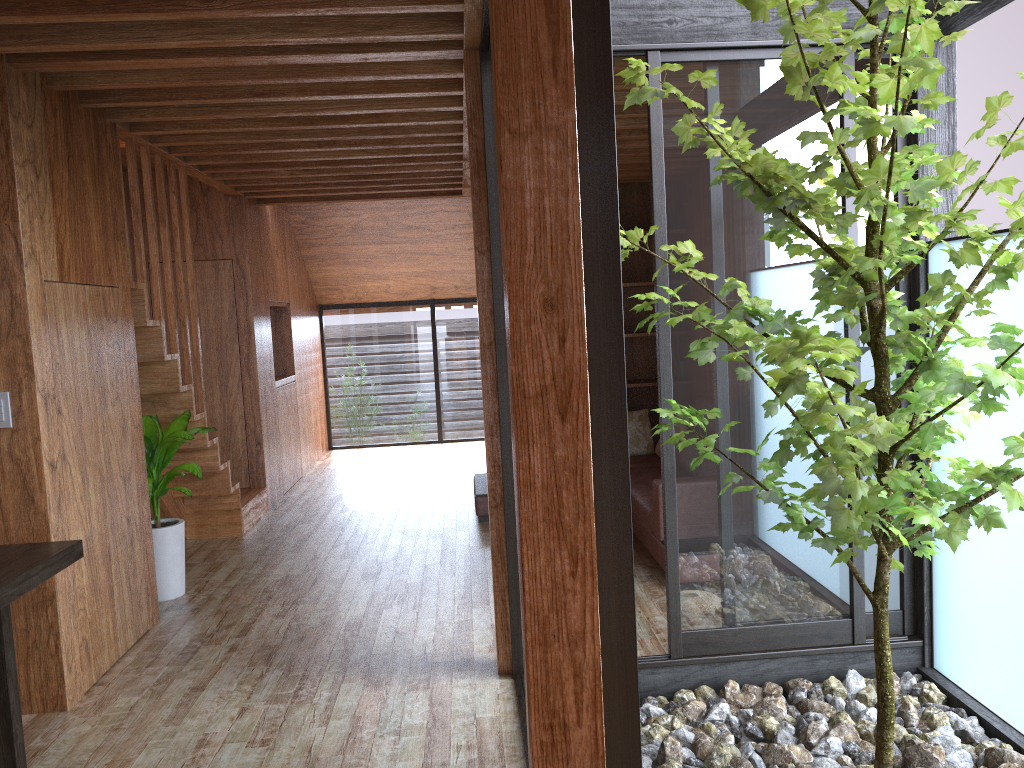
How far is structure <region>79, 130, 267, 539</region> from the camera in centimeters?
448cm

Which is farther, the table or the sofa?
the sofa

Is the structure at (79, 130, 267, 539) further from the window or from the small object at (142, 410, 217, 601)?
the window

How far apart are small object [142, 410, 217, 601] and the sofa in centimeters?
183cm

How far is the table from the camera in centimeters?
242cm

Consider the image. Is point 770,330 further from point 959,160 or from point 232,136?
point 232,136

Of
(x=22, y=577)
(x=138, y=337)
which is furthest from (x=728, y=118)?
(x=138, y=337)

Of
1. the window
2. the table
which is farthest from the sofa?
the table

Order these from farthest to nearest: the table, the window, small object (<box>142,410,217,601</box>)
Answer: small object (<box>142,410,217,601</box>), the window, the table

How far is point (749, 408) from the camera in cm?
334
